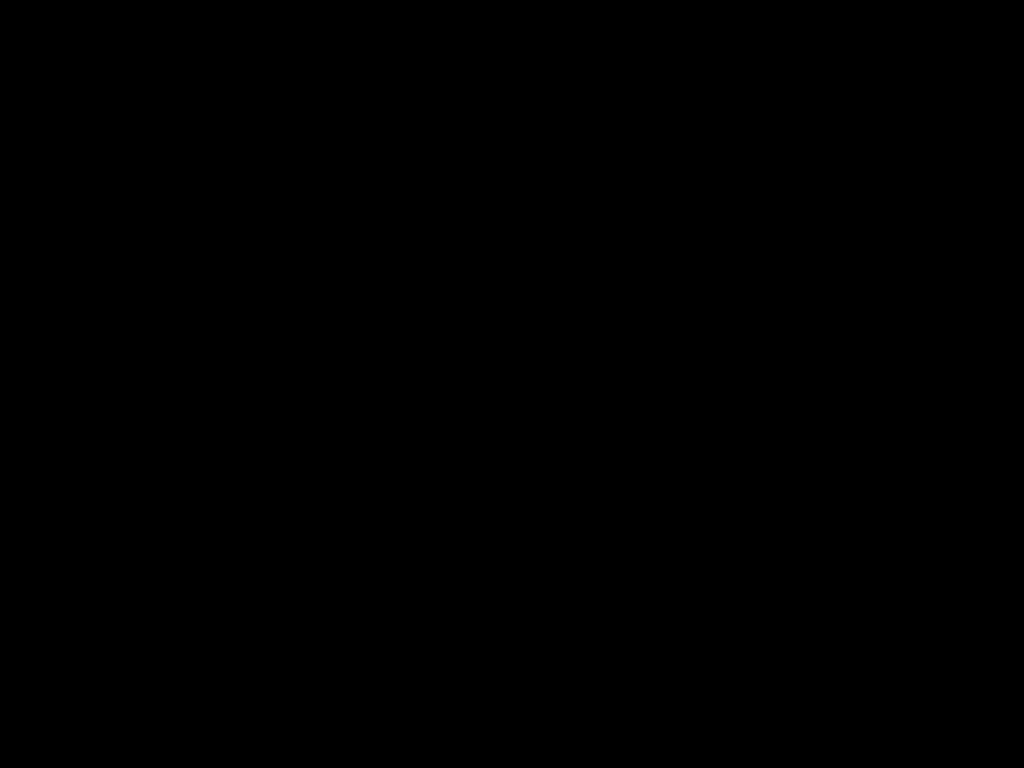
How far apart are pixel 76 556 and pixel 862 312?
0.33m
